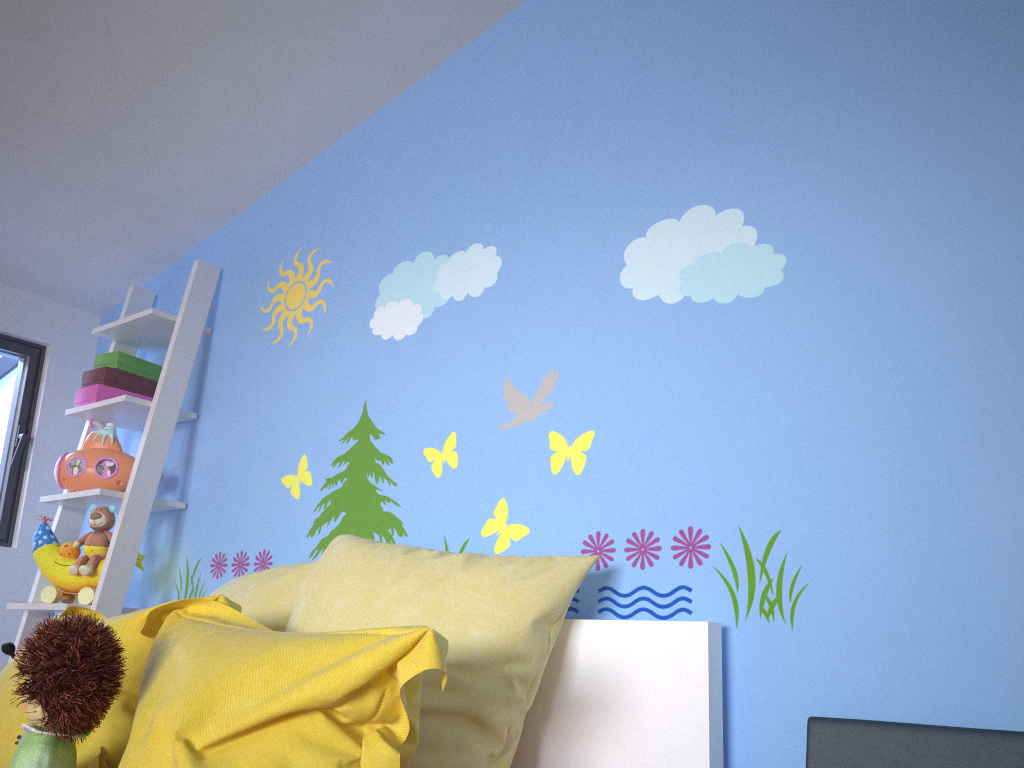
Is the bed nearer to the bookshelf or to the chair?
the chair

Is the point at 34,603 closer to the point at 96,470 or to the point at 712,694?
the point at 96,470

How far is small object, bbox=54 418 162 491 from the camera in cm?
248

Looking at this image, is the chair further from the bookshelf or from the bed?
the bookshelf

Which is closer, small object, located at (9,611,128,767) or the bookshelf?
small object, located at (9,611,128,767)

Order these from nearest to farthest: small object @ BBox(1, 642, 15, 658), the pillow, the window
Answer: the pillow, small object @ BBox(1, 642, 15, 658), the window

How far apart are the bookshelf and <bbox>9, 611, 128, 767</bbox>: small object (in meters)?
1.05

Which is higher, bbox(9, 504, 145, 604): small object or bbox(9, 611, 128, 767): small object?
bbox(9, 504, 145, 604): small object

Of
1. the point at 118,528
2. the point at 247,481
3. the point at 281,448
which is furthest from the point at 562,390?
the point at 118,528

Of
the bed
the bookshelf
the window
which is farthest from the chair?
the window
